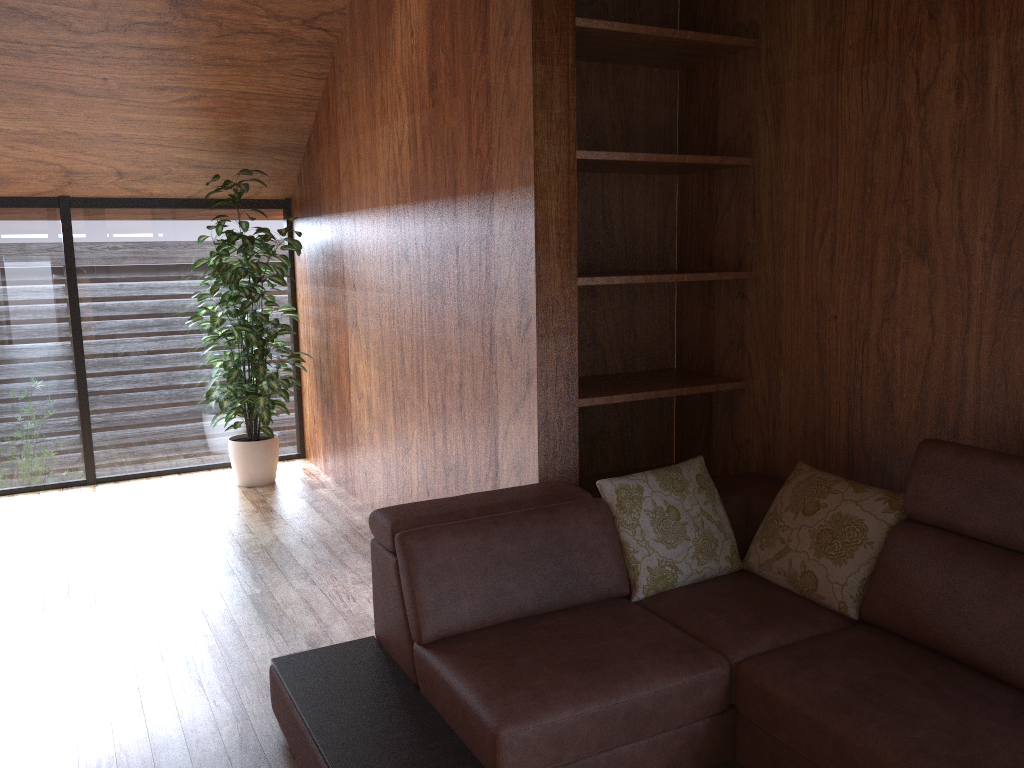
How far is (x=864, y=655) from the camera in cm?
202

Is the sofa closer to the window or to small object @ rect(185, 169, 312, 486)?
small object @ rect(185, 169, 312, 486)

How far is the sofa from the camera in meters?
1.8

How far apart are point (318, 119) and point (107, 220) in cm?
132

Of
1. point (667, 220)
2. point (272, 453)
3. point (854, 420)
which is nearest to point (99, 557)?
point (272, 453)

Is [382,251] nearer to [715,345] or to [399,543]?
[715,345]

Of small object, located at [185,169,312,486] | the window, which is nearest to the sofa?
small object, located at [185,169,312,486]

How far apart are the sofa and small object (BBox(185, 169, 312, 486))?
2.31m

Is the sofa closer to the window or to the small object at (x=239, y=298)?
the small object at (x=239, y=298)

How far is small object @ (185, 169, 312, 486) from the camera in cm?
453
